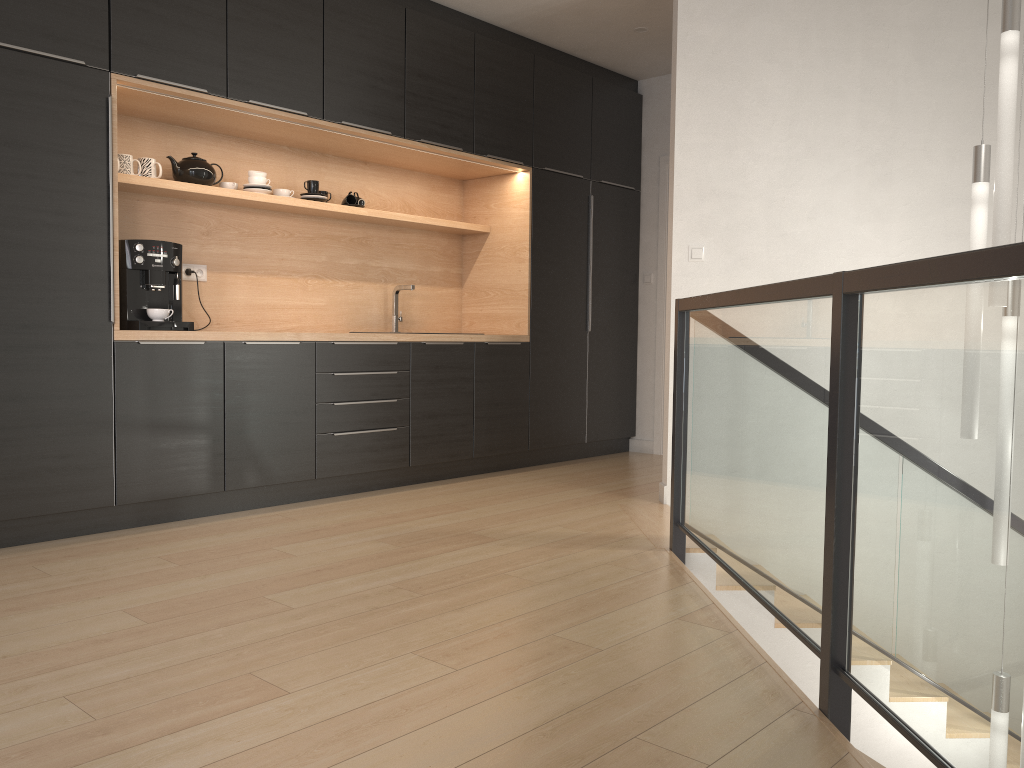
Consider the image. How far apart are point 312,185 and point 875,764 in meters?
4.8 m

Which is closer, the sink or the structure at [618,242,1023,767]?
the structure at [618,242,1023,767]

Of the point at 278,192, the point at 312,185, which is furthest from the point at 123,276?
the point at 312,185

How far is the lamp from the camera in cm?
313

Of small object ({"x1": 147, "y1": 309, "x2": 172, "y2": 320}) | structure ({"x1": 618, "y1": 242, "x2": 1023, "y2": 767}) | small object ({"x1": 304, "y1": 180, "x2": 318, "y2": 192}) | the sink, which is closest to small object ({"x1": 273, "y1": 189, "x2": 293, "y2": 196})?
small object ({"x1": 304, "y1": 180, "x2": 318, "y2": 192})

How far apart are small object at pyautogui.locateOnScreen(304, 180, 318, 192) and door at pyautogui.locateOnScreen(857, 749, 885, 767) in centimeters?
475cm

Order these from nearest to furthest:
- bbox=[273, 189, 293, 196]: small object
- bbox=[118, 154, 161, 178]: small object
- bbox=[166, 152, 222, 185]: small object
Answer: bbox=[118, 154, 161, 178]: small object
bbox=[166, 152, 222, 185]: small object
bbox=[273, 189, 293, 196]: small object

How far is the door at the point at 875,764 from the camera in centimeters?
543cm

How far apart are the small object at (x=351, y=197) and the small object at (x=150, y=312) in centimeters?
147cm

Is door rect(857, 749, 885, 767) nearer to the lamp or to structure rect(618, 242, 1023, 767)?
structure rect(618, 242, 1023, 767)
